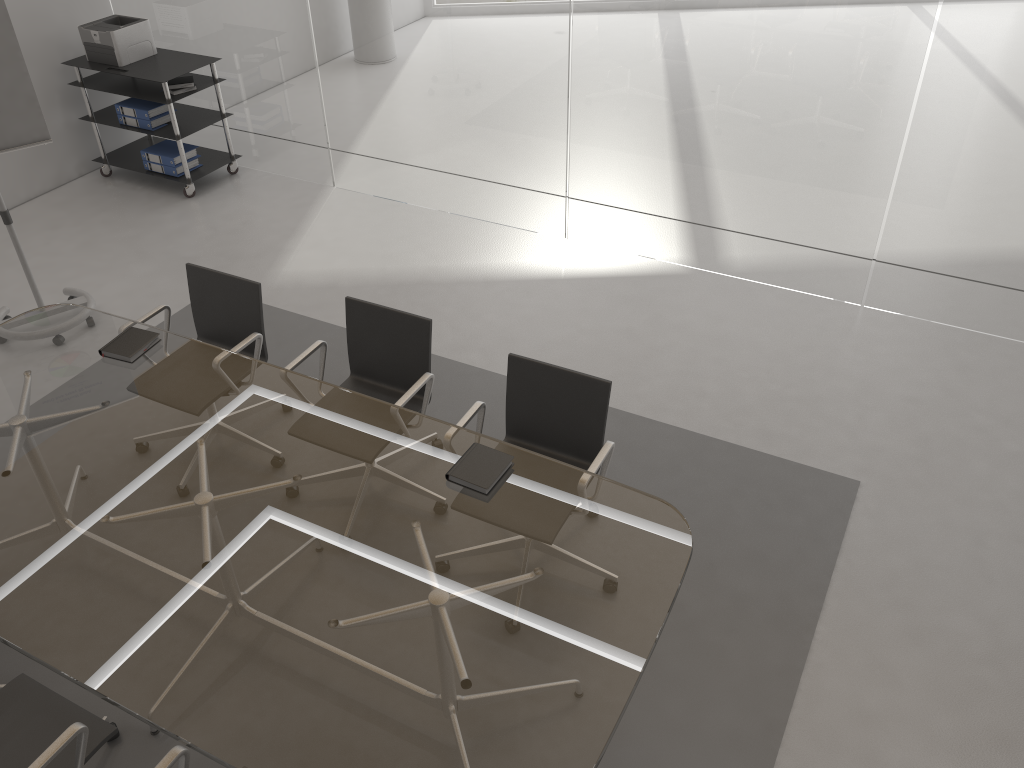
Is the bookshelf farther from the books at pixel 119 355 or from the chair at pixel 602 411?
the chair at pixel 602 411

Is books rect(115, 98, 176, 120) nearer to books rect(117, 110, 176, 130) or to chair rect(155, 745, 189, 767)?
books rect(117, 110, 176, 130)

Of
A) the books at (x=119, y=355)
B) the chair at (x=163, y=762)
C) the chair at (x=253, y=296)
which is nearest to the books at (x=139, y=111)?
the chair at (x=253, y=296)

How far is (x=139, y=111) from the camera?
6.2m

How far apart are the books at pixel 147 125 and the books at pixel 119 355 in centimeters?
318cm

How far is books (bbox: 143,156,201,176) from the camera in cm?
638

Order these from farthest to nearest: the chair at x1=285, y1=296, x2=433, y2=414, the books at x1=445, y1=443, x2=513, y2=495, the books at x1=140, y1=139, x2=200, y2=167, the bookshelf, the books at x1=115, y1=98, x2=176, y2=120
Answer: the books at x1=140, y1=139, x2=200, y2=167 < the books at x1=115, y1=98, x2=176, y2=120 < the bookshelf < the chair at x1=285, y1=296, x2=433, y2=414 < the books at x1=445, y1=443, x2=513, y2=495

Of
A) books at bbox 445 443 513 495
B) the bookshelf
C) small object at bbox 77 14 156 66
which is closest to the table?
books at bbox 445 443 513 495

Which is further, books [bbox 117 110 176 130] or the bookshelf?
books [bbox 117 110 176 130]

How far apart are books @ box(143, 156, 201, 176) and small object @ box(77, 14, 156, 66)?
0.70m
